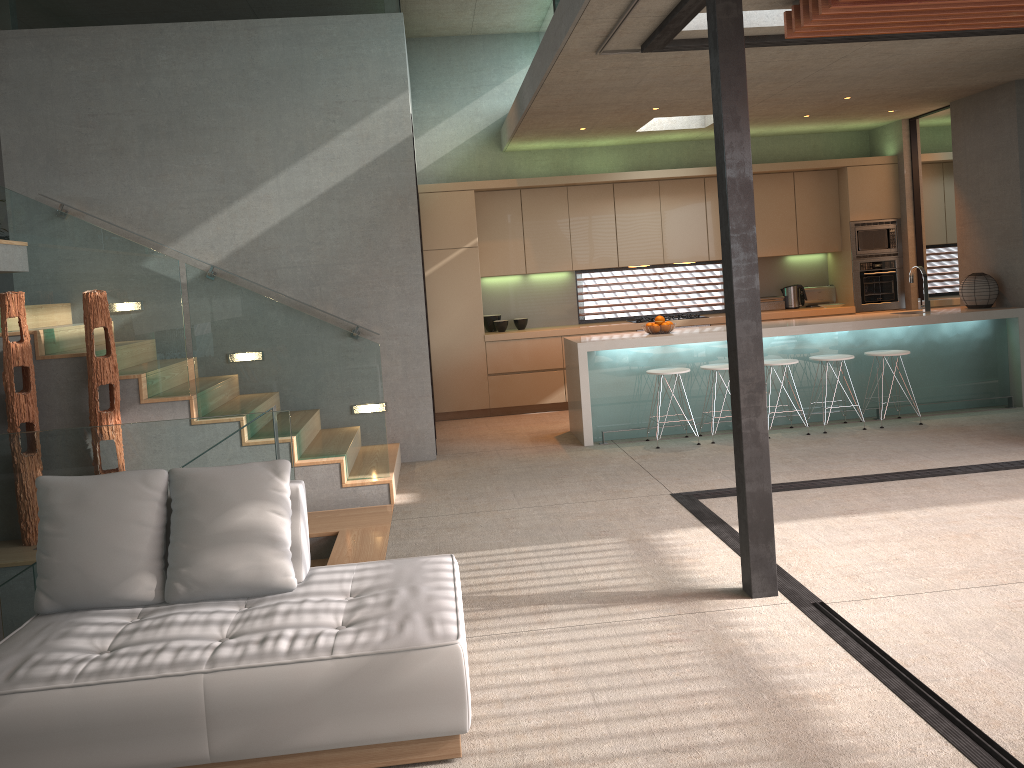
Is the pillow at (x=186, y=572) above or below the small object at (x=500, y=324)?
below

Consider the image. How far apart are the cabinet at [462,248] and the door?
0.21m

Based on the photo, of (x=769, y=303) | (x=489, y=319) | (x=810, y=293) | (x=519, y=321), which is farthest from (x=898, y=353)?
(x=489, y=319)

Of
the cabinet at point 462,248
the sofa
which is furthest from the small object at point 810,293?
the sofa

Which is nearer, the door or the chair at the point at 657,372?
the chair at the point at 657,372

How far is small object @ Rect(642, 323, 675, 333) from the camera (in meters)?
7.93

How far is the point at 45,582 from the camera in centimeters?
329cm

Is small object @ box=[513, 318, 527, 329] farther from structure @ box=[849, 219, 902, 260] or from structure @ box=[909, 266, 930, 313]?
structure @ box=[909, 266, 930, 313]

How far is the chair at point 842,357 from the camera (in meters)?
7.67

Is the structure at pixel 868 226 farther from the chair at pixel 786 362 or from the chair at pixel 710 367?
the chair at pixel 710 367
